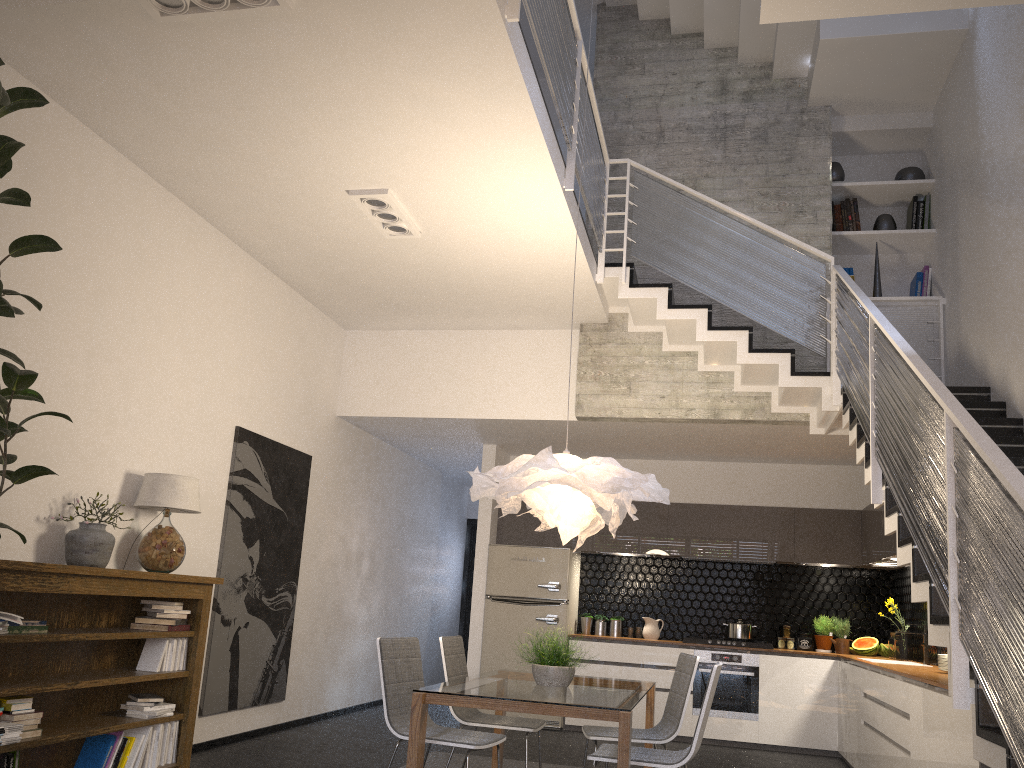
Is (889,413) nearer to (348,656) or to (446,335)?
(446,335)

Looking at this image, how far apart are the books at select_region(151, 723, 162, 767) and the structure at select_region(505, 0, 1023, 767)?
3.9m

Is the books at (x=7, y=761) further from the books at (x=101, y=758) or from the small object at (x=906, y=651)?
the small object at (x=906, y=651)

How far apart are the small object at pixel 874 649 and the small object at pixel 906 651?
0.2 meters

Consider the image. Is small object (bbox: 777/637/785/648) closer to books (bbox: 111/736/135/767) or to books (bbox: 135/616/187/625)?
books (bbox: 135/616/187/625)

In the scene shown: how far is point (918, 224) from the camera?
7.57m

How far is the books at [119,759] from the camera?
4.7 meters

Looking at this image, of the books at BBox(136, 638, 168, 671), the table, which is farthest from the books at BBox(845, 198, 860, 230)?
the books at BBox(136, 638, 168, 671)

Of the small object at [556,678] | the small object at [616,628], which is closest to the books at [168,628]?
the small object at [556,678]

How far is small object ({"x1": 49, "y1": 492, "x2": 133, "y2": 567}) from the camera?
4.57m
